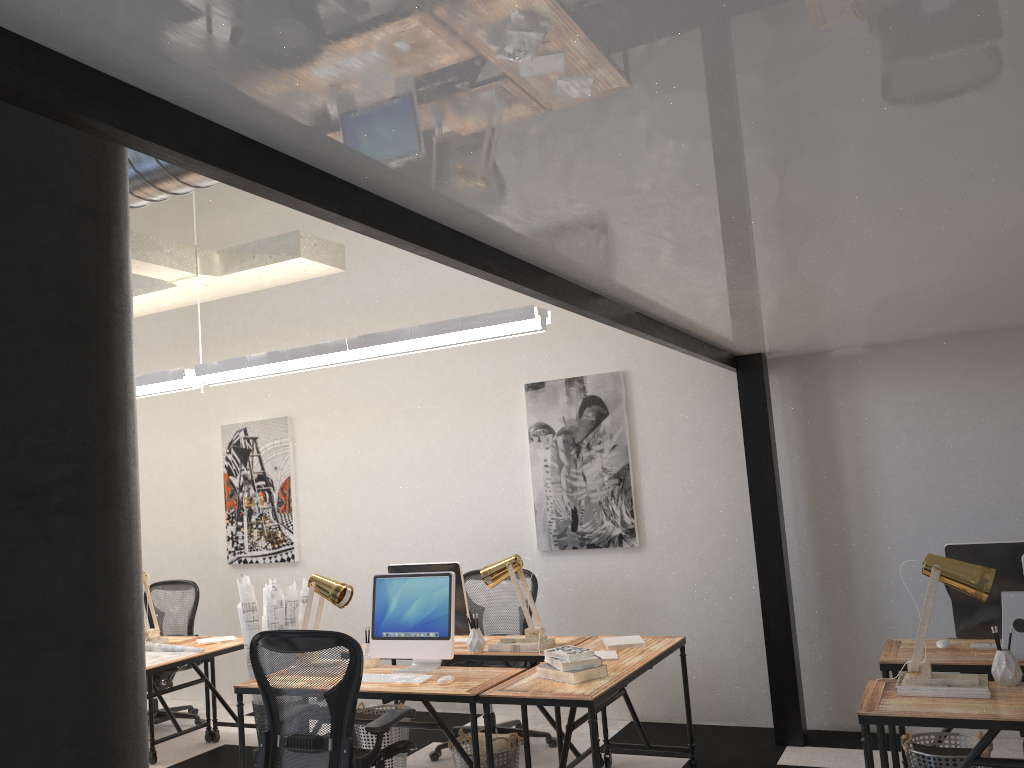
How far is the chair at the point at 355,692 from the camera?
3.6 meters

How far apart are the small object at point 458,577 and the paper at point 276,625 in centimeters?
79cm

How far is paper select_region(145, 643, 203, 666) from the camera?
5.44m

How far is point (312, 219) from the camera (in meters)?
7.37

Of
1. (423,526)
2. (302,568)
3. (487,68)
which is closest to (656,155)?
(487,68)

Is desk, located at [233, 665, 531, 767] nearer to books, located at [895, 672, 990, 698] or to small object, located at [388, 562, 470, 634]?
small object, located at [388, 562, 470, 634]

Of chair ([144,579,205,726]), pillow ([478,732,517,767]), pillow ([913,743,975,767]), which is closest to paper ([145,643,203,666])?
chair ([144,579,205,726])

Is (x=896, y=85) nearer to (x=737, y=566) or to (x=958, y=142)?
(x=958, y=142)

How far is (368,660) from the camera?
4.6m

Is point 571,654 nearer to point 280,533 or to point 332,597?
point 332,597
